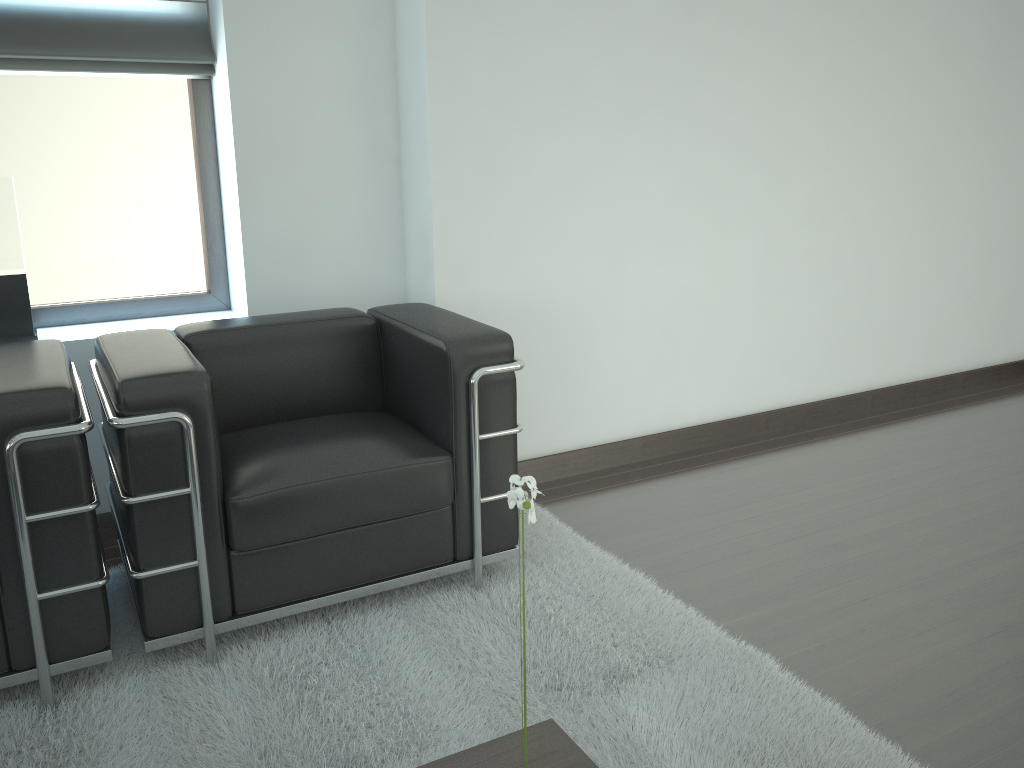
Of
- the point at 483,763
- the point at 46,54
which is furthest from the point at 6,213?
the point at 483,763

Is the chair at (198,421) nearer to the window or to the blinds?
the window

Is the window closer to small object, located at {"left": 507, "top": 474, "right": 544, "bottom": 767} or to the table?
the table

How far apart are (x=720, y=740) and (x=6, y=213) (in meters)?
3.81

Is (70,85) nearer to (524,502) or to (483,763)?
(483,763)

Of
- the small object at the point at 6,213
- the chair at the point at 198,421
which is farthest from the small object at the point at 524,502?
the small object at the point at 6,213

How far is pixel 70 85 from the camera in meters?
4.5

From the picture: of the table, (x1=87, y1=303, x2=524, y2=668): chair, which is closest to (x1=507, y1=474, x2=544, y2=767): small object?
the table

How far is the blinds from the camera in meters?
4.2 m

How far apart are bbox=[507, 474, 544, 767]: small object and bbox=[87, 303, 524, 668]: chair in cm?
207
